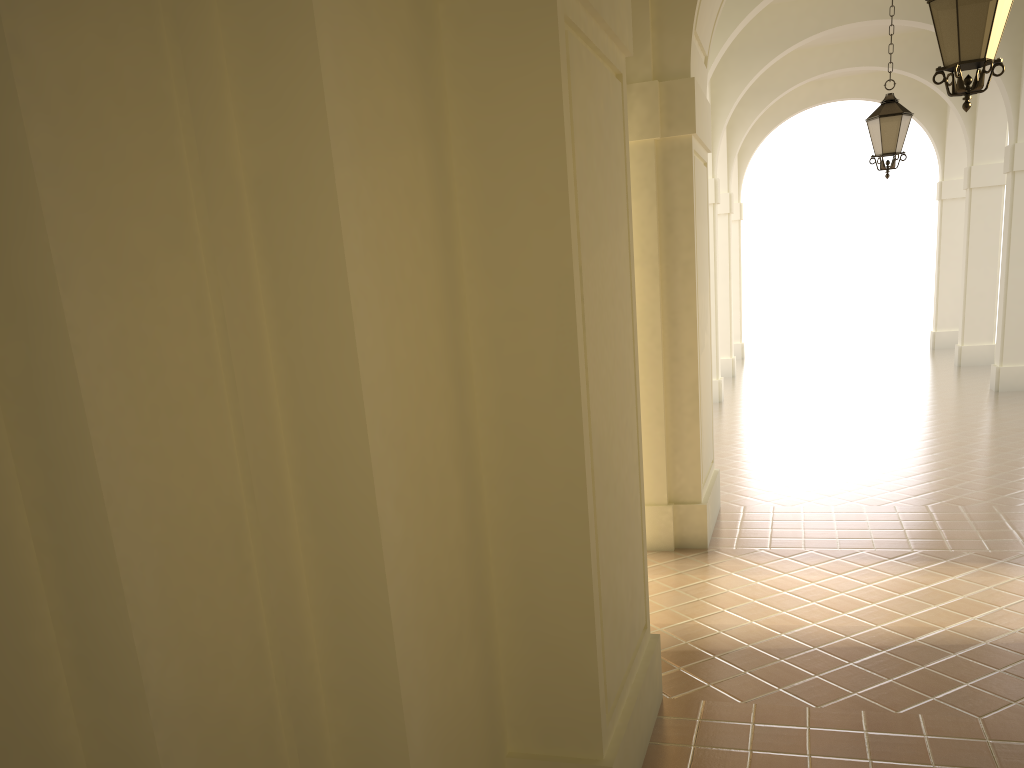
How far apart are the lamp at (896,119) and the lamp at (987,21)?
4.8m

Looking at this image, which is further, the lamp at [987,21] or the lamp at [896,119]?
the lamp at [896,119]

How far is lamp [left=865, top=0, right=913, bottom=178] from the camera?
10.0 meters

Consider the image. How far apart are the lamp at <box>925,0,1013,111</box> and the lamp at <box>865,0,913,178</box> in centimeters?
476cm

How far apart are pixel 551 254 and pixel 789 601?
4.17m

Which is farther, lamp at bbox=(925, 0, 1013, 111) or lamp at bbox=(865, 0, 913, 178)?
lamp at bbox=(865, 0, 913, 178)

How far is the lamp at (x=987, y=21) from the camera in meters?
5.3 m

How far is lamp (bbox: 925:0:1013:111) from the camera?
5.3m
